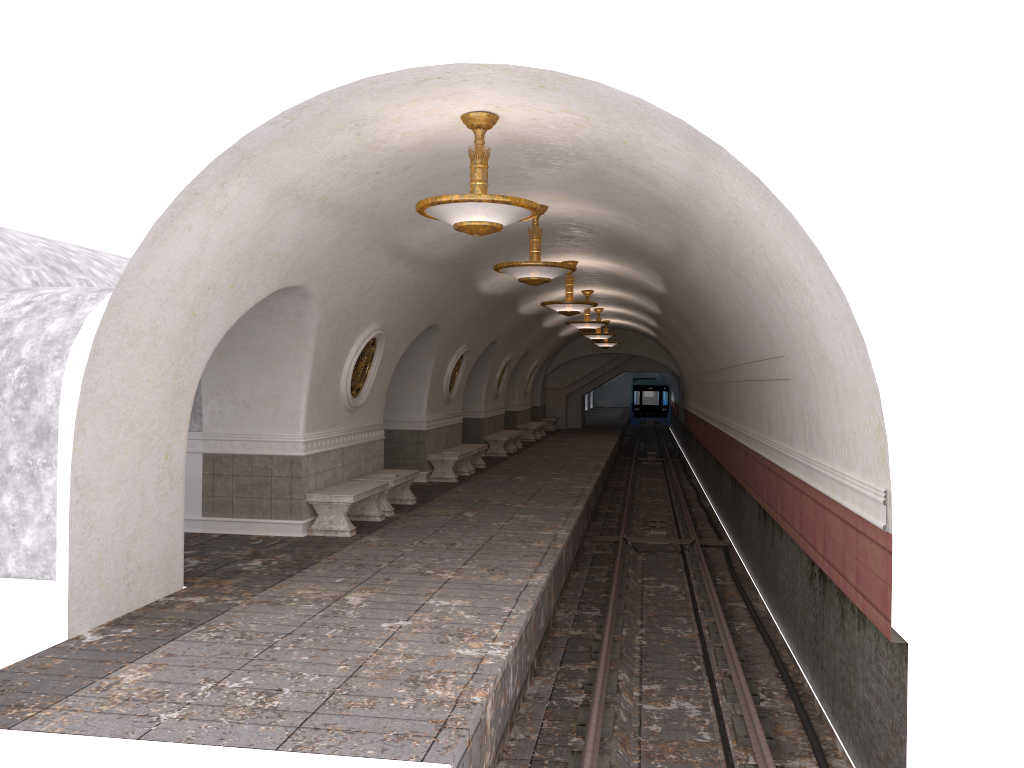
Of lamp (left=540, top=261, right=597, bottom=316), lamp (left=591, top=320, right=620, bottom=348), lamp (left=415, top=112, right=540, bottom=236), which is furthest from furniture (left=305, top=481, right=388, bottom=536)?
lamp (left=591, top=320, right=620, bottom=348)

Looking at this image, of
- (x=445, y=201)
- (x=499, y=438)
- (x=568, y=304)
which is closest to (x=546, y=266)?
(x=445, y=201)

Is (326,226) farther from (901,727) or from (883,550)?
(901,727)

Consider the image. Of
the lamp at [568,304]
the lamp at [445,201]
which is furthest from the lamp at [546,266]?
the lamp at [568,304]

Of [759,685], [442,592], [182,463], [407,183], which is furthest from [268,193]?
[759,685]

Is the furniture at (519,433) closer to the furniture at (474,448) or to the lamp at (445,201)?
the furniture at (474,448)

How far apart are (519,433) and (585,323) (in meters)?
5.65

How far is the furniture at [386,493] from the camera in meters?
12.4

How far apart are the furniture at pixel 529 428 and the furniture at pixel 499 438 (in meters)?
4.65

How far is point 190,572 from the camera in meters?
8.6
